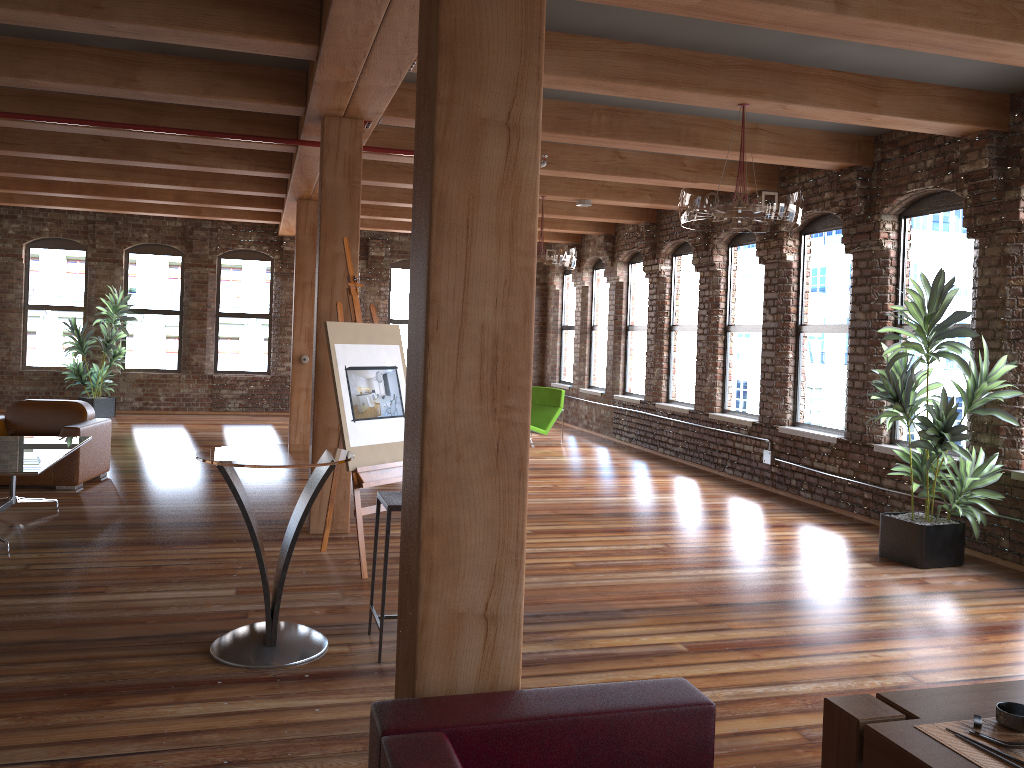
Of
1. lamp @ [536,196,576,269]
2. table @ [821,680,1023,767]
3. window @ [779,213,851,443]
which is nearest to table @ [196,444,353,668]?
table @ [821,680,1023,767]

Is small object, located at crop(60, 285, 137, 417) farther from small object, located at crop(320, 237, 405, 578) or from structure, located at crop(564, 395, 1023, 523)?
structure, located at crop(564, 395, 1023, 523)

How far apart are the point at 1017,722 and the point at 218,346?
14.5 meters

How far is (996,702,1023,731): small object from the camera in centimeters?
228cm

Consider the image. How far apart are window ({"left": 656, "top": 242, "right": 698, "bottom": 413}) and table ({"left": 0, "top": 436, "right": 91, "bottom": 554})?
6.9m

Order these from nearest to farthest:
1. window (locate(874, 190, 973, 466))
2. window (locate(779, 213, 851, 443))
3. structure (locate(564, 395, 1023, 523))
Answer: window (locate(874, 190, 973, 466))
window (locate(779, 213, 851, 443))
structure (locate(564, 395, 1023, 523))

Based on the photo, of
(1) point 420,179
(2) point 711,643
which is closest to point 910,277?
(2) point 711,643

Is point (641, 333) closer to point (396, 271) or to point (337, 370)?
point (396, 271)

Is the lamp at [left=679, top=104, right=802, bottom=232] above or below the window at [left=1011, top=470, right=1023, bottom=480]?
above

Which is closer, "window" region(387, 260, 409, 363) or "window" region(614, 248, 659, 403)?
"window" region(614, 248, 659, 403)
